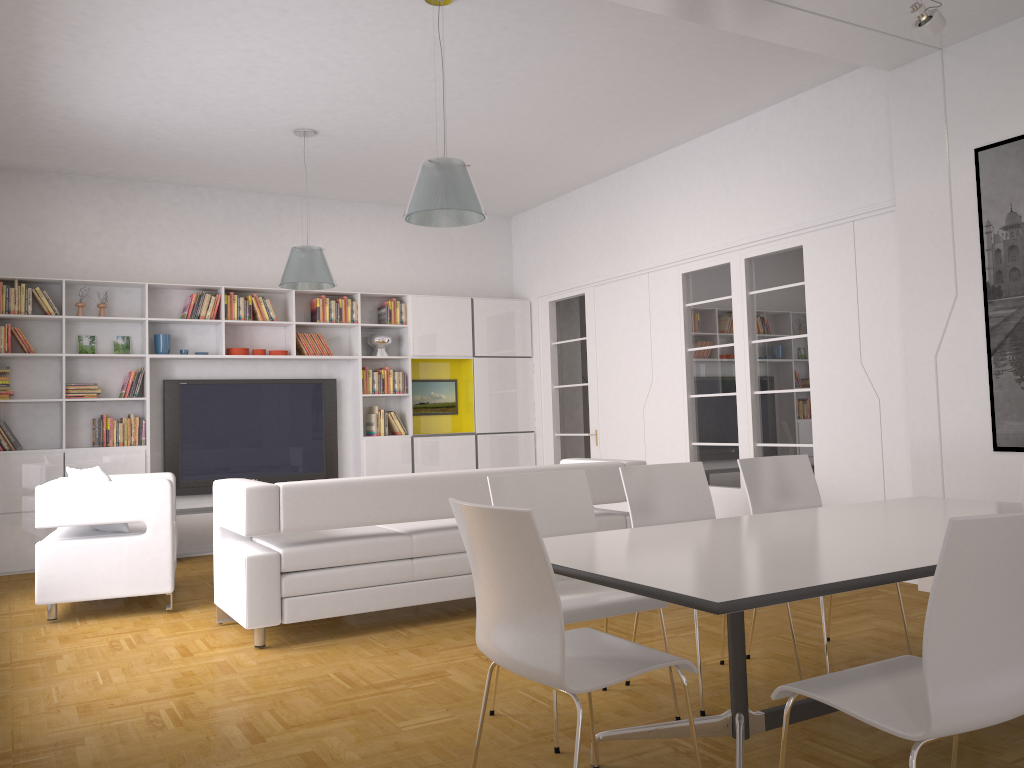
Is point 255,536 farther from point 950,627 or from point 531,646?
point 950,627

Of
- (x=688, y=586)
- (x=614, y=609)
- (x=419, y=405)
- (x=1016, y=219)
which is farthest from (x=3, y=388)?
(x=1016, y=219)

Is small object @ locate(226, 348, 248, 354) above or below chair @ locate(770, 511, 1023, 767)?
above

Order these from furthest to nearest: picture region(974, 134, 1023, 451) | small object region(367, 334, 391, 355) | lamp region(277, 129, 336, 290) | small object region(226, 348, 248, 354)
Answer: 1. small object region(367, 334, 391, 355)
2. small object region(226, 348, 248, 354)
3. lamp region(277, 129, 336, 290)
4. picture region(974, 134, 1023, 451)

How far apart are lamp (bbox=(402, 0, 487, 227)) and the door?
4.1m

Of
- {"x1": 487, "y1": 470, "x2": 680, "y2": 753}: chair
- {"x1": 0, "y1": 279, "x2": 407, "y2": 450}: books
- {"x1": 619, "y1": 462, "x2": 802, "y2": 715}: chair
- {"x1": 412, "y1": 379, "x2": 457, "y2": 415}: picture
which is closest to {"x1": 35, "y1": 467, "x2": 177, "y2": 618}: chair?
{"x1": 0, "y1": 279, "x2": 407, "y2": 450}: books

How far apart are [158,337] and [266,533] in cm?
415

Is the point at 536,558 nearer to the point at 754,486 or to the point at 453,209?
the point at 754,486

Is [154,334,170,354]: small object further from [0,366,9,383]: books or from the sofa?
the sofa

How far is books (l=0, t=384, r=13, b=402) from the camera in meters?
7.4
